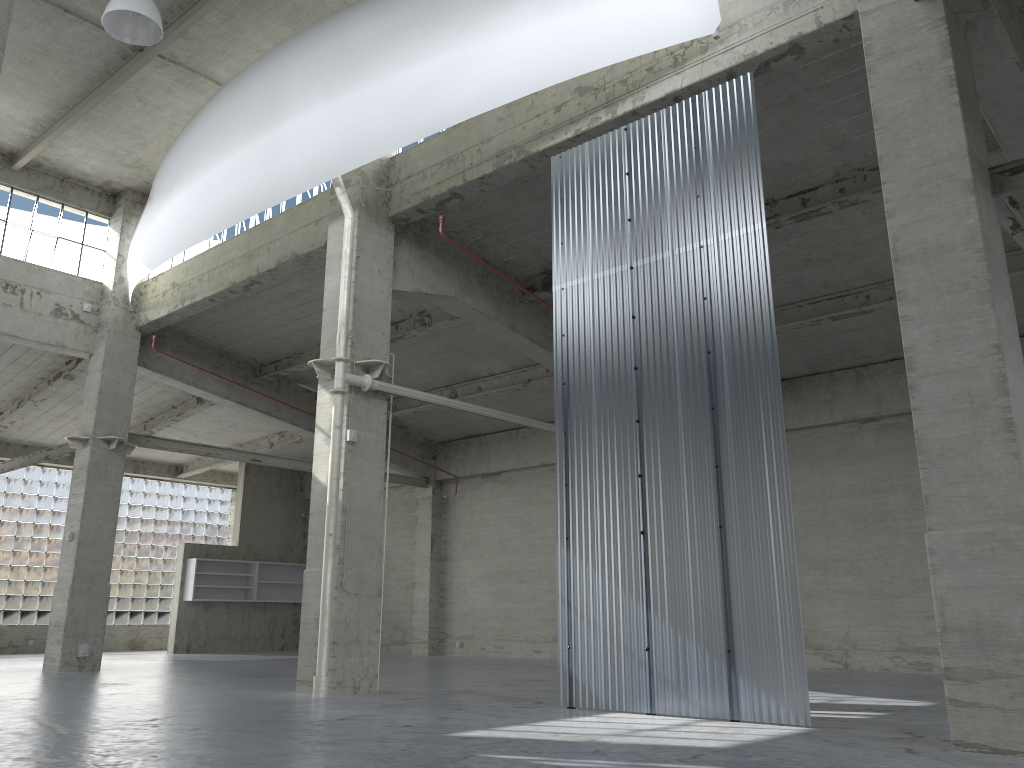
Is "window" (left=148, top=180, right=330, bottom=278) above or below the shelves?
above

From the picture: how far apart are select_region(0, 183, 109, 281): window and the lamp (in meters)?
12.86

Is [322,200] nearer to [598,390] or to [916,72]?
[598,390]

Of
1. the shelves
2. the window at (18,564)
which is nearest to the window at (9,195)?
the shelves

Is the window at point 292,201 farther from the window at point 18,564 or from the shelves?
the window at point 18,564

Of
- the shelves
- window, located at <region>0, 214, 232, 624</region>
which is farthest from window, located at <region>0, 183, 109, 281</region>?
window, located at <region>0, 214, 232, 624</region>

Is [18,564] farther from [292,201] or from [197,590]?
[292,201]

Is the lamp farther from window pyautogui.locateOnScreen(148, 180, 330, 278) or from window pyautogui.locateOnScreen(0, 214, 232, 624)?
Result: window pyautogui.locateOnScreen(0, 214, 232, 624)

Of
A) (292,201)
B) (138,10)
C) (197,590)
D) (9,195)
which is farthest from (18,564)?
(138,10)

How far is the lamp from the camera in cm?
1675
